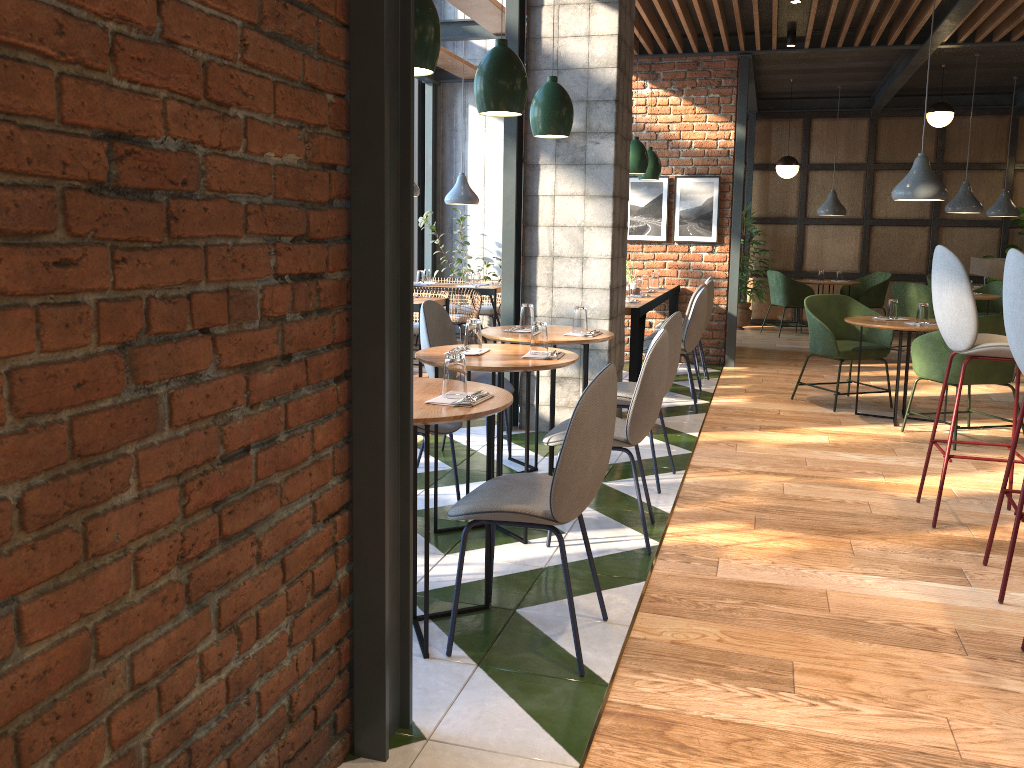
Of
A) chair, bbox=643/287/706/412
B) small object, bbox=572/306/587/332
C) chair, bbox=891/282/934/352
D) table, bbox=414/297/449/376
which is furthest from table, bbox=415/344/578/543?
chair, bbox=891/282/934/352

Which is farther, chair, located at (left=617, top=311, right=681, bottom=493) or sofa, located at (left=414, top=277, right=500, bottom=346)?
sofa, located at (left=414, top=277, right=500, bottom=346)

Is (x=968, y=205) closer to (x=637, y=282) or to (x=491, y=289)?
(x=637, y=282)

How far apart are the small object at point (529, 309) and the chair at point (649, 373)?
0.93m

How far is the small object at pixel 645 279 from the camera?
7.5m

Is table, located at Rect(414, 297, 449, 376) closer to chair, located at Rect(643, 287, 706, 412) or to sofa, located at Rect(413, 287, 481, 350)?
sofa, located at Rect(413, 287, 481, 350)

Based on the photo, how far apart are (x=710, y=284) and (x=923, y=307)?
1.81m

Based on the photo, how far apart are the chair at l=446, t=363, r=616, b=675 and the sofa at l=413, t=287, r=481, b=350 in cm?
545

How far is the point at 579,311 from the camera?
4.5 meters

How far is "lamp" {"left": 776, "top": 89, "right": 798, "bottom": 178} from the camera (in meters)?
10.42
